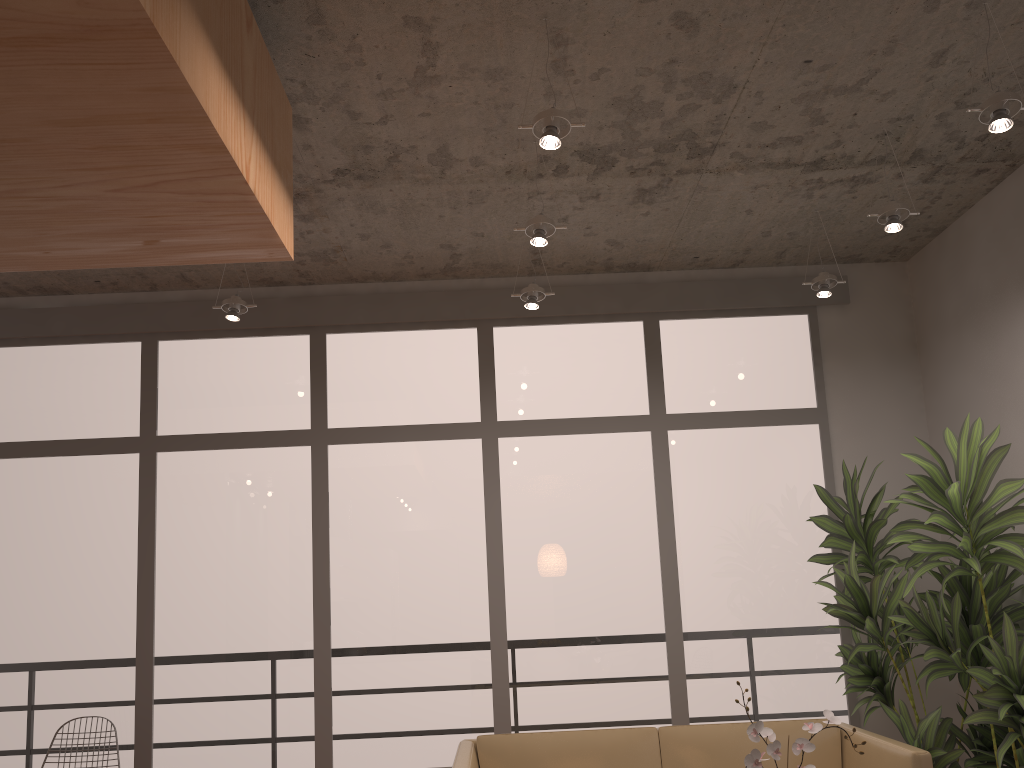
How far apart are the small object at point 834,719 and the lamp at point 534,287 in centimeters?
266cm

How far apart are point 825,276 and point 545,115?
2.3m

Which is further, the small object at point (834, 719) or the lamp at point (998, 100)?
the lamp at point (998, 100)

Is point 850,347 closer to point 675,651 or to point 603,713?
point 675,651

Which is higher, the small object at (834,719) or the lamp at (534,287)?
the lamp at (534,287)

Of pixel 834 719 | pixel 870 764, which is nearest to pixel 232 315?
pixel 834 719

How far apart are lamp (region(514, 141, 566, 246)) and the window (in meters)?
1.52

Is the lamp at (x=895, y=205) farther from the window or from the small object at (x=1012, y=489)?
the window

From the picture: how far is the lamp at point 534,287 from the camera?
4.6m

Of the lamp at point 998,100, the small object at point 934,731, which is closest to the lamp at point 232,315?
the small object at point 934,731
